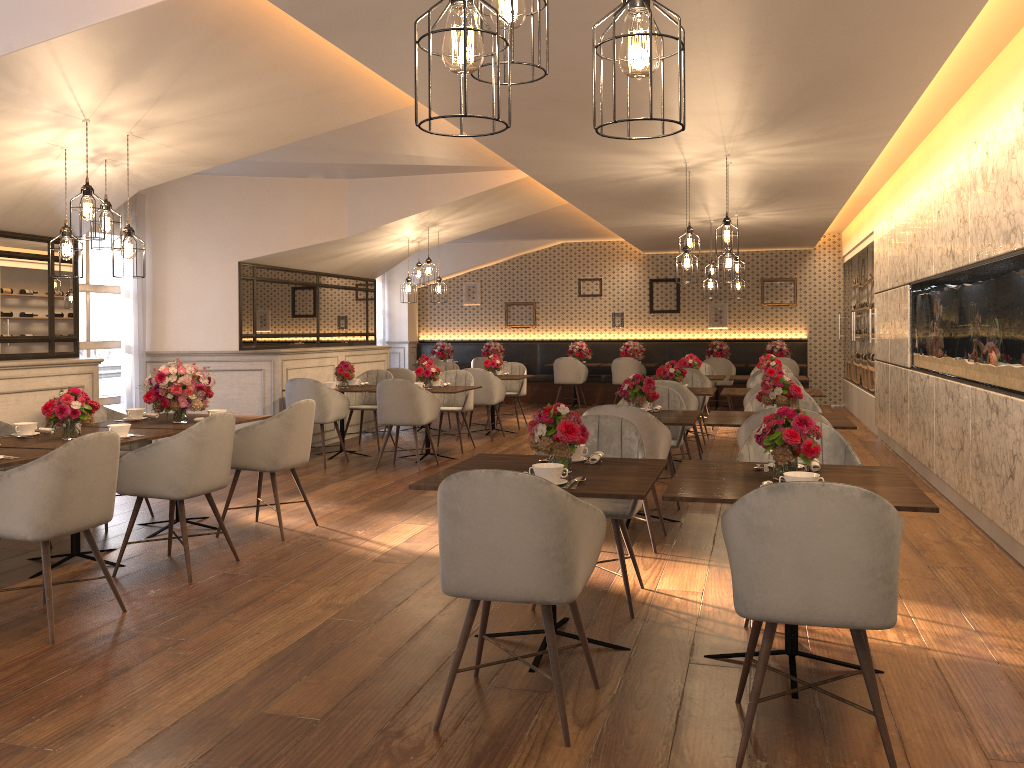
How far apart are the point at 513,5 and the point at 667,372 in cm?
681

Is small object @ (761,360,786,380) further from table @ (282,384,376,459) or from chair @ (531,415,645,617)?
chair @ (531,415,645,617)

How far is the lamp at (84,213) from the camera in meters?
4.8

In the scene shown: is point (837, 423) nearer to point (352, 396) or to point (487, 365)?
point (352, 396)

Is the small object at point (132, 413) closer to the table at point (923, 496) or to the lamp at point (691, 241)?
the table at point (923, 496)

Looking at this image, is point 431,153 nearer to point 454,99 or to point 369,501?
point 454,99

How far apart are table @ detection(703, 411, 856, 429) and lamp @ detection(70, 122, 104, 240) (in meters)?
3.79

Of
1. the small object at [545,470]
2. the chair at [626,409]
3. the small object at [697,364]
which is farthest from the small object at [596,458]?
the small object at [697,364]

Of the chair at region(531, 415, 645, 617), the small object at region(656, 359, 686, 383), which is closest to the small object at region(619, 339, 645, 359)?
the small object at region(656, 359, 686, 383)

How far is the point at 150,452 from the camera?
4.66m
